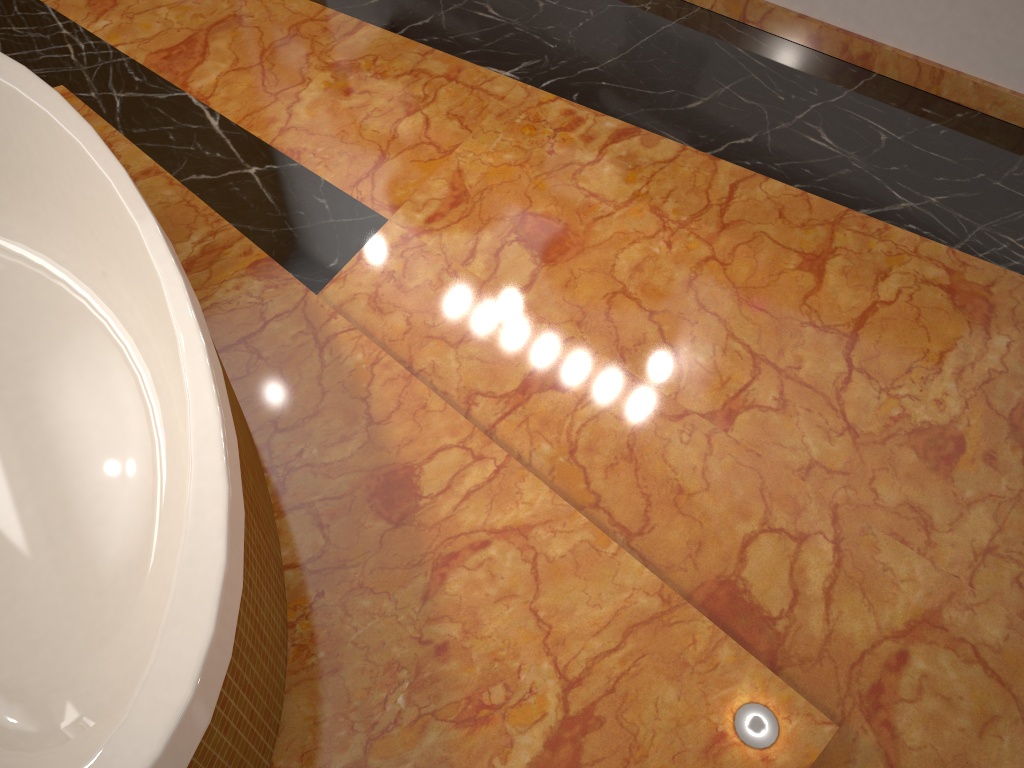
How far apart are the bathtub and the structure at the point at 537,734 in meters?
0.0

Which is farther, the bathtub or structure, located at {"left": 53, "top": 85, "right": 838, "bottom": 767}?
structure, located at {"left": 53, "top": 85, "right": 838, "bottom": 767}

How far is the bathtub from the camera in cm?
114

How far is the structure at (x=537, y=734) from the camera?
1.4 meters

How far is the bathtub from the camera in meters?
1.1 m

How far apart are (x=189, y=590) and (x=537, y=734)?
0.6m

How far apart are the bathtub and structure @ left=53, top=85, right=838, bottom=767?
0.0 meters

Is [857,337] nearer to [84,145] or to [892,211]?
[892,211]

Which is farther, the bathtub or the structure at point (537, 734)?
the structure at point (537, 734)
